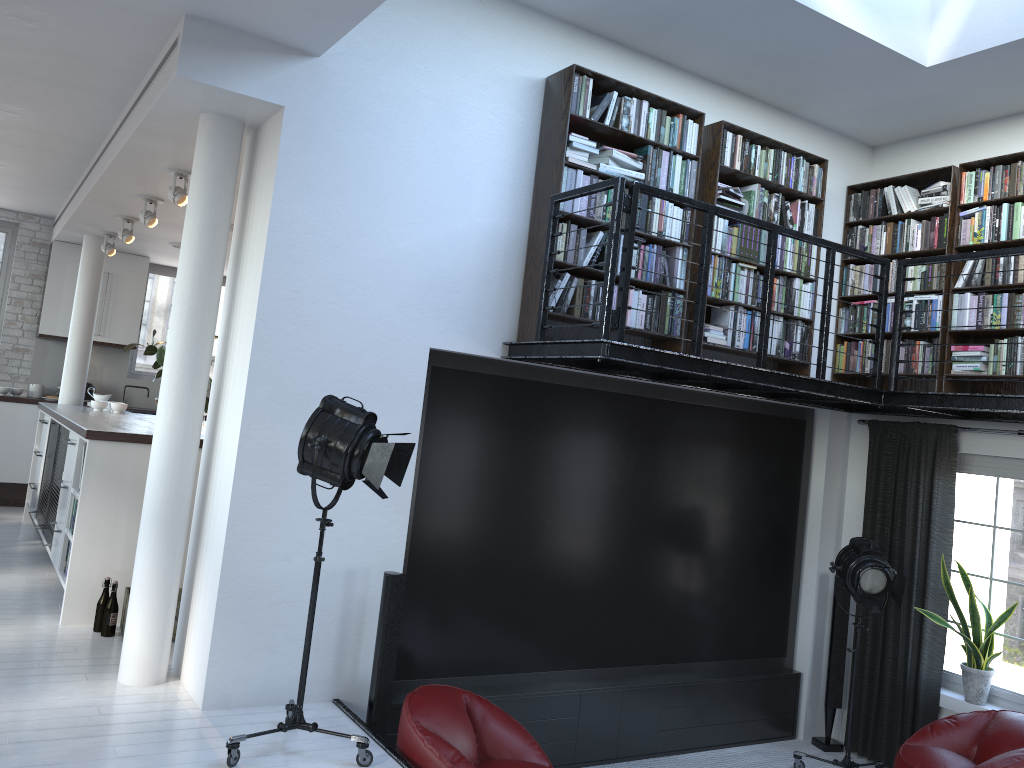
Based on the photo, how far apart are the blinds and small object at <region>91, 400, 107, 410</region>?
6.86m

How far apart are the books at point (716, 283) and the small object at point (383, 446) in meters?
2.5

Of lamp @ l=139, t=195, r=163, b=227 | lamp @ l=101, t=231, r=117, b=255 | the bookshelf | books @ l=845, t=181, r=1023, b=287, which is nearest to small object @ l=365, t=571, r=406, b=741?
the bookshelf

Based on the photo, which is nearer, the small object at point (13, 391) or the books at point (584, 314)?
the books at point (584, 314)

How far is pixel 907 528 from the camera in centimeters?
624cm

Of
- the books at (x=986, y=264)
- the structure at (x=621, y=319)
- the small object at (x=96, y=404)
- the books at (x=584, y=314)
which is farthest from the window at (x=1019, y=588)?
the small object at (x=96, y=404)

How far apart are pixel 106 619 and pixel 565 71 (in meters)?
4.24

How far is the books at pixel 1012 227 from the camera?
5.66m

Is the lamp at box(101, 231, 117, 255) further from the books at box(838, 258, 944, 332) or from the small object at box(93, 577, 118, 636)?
the books at box(838, 258, 944, 332)

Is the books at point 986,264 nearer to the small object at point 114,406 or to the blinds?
the blinds
